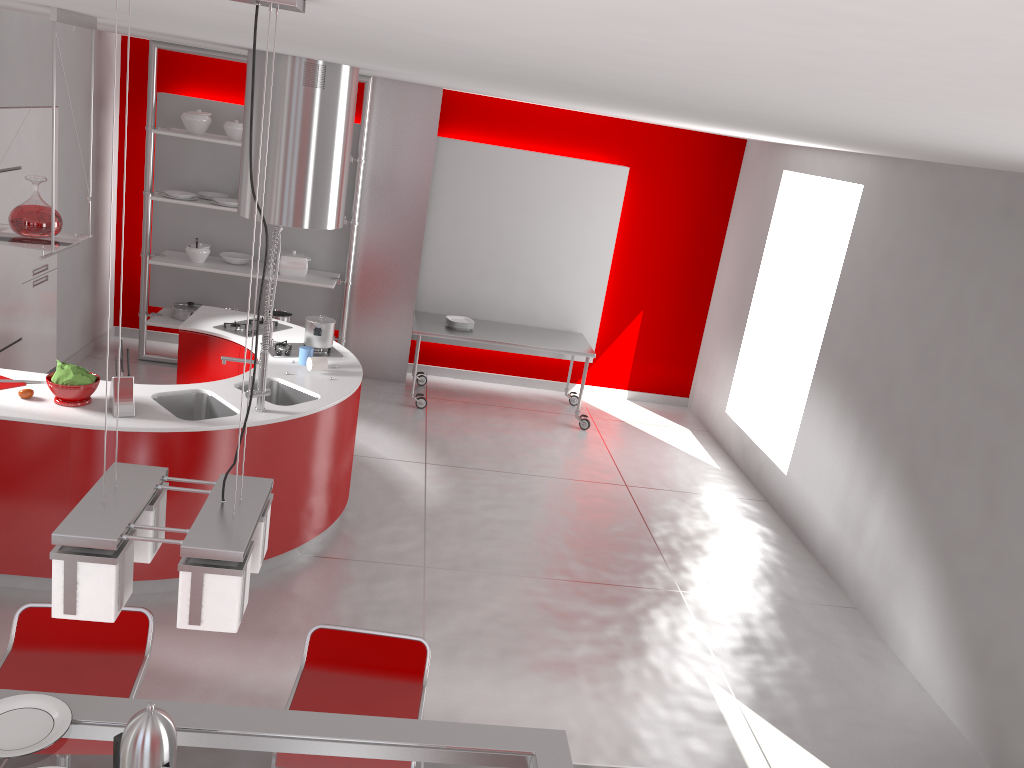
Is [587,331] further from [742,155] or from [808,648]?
[808,648]

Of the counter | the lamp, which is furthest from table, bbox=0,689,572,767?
the counter

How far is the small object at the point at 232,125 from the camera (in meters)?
6.98

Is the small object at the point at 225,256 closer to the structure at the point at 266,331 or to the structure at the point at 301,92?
the structure at the point at 301,92

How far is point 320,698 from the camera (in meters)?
2.65

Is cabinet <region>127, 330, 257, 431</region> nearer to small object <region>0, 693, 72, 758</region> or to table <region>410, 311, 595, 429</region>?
table <region>410, 311, 595, 429</region>

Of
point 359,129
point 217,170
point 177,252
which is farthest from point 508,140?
point 177,252

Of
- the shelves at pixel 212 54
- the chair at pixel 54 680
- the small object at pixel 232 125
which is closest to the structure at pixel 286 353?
the shelves at pixel 212 54

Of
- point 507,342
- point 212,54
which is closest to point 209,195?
point 212,54

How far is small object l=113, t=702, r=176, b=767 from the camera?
1.7m
